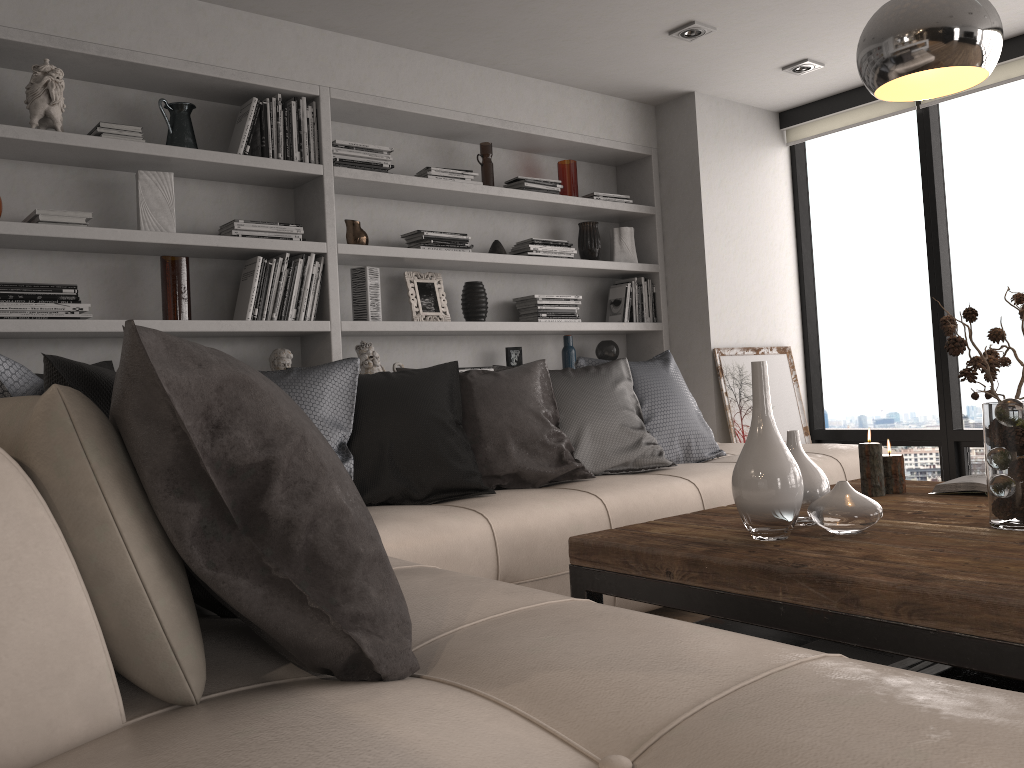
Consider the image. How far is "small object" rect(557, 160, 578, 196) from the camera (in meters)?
4.84

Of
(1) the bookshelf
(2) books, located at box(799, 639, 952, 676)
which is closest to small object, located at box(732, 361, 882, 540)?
(2) books, located at box(799, 639, 952, 676)

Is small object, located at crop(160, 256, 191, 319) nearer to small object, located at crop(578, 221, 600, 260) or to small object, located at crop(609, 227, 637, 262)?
small object, located at crop(578, 221, 600, 260)

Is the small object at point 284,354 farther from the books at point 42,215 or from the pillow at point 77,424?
the pillow at point 77,424

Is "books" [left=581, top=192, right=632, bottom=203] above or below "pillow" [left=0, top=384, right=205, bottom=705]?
above

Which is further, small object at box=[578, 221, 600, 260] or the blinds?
small object at box=[578, 221, 600, 260]

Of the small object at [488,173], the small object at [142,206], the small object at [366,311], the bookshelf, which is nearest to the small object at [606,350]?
the bookshelf

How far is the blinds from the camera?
4.4 meters

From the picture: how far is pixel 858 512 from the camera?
1.9m

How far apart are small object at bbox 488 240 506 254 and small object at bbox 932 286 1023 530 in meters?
2.7 m
